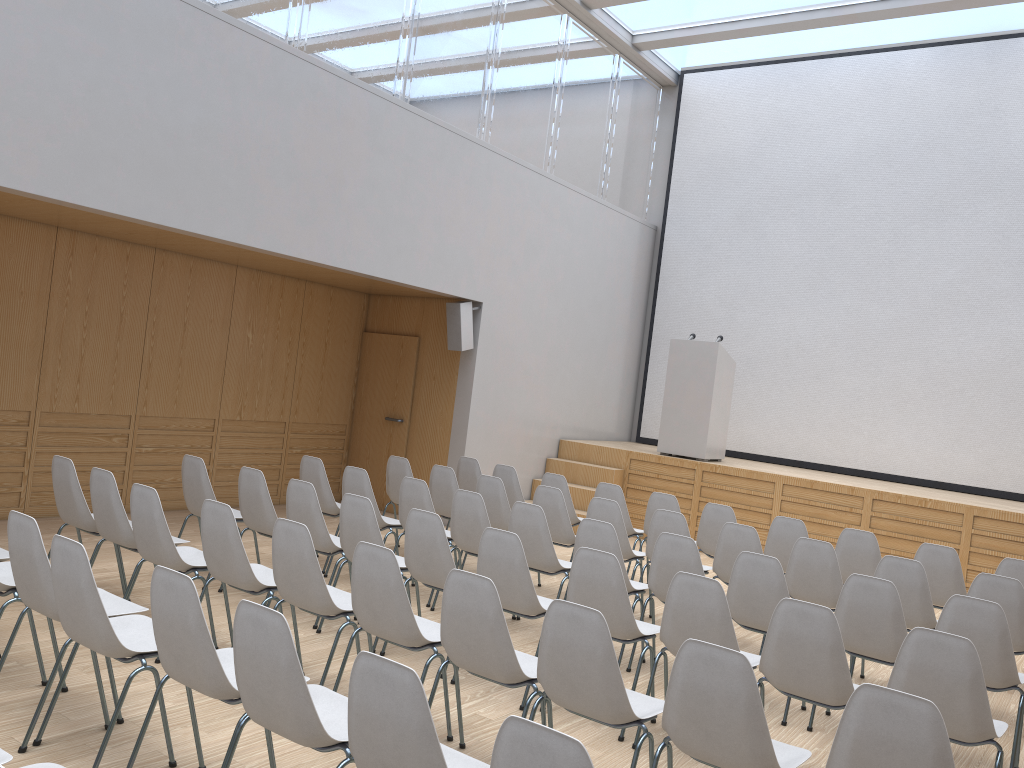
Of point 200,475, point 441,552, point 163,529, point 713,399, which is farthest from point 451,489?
point 713,399

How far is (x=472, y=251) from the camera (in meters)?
9.35

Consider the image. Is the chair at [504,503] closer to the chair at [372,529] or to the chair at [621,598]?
the chair at [372,529]

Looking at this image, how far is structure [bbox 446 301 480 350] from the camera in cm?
935

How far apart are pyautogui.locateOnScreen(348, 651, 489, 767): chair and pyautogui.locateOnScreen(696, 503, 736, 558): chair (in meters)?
4.62

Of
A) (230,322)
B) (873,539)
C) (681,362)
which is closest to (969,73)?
(681,362)

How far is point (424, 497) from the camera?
6.3 meters

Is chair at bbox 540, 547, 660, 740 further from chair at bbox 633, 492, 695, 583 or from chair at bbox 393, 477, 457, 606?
chair at bbox 633, 492, 695, 583

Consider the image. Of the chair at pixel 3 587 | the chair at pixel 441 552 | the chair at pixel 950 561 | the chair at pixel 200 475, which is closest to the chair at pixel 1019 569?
the chair at pixel 950 561

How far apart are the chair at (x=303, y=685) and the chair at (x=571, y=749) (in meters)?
0.76
